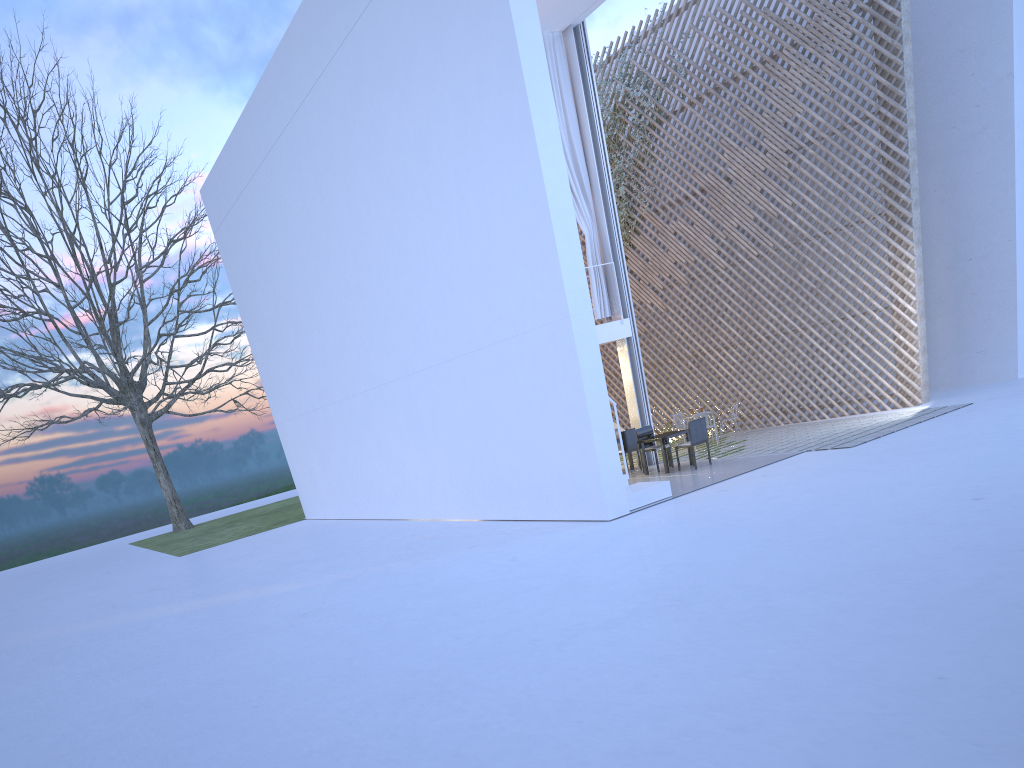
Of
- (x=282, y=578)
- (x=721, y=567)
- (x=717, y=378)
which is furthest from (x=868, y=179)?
(x=282, y=578)

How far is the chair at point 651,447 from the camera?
8.2m

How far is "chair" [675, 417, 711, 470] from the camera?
7.6m

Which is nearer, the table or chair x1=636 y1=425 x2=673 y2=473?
the table

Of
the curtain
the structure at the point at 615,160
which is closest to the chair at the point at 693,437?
the curtain

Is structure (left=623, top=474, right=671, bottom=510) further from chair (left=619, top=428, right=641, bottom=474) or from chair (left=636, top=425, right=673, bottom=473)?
chair (left=619, top=428, right=641, bottom=474)

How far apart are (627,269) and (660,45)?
3.2m

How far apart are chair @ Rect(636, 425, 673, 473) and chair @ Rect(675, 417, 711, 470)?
0.4m

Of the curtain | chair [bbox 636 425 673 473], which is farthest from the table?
the curtain

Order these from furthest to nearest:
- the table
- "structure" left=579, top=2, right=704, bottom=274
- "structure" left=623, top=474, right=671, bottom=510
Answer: "structure" left=579, top=2, right=704, bottom=274 → the table → "structure" left=623, top=474, right=671, bottom=510
